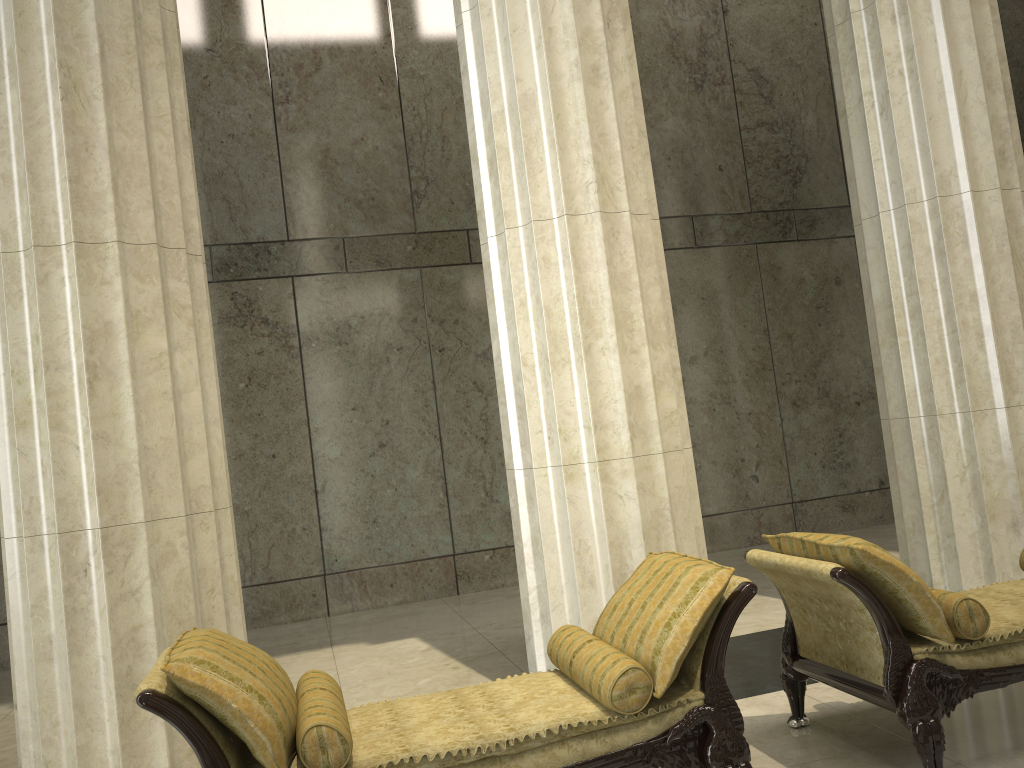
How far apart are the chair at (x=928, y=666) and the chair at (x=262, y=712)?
0.35m

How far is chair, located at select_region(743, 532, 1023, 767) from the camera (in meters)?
3.34

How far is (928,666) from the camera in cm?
334

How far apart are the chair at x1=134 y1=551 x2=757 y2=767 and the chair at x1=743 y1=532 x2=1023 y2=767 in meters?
0.3

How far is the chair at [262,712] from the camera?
2.79m

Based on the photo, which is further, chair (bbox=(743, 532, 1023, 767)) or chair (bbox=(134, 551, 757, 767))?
chair (bbox=(743, 532, 1023, 767))

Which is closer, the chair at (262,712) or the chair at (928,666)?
the chair at (262,712)

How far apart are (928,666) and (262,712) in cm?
242
